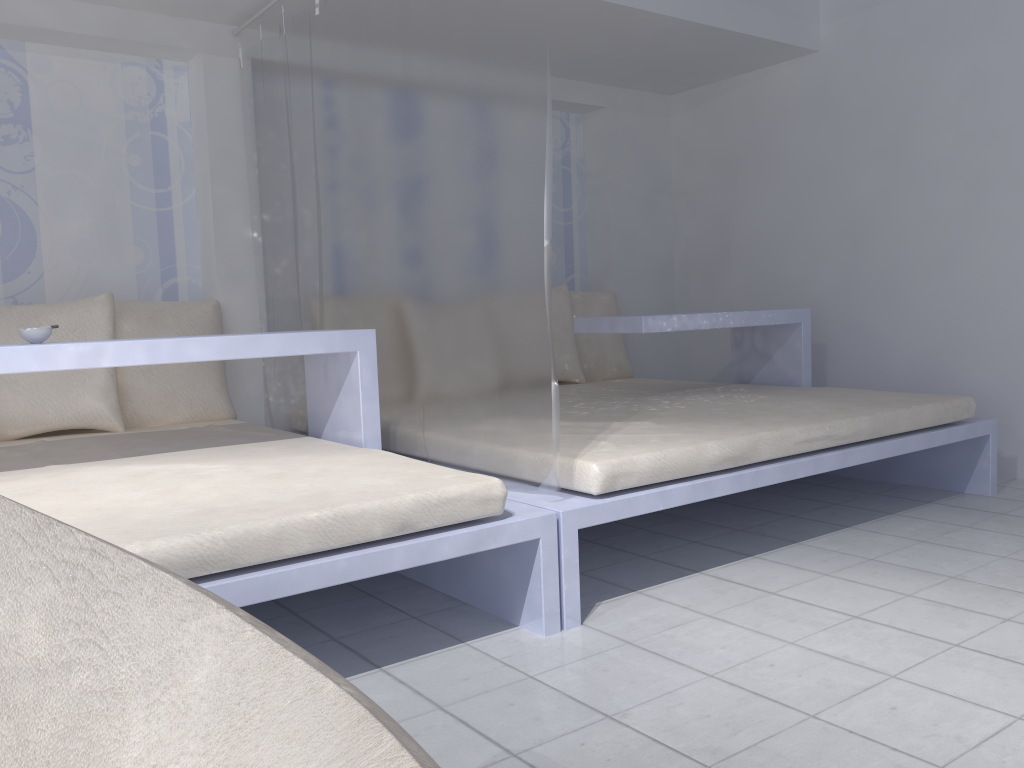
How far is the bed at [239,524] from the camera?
1.7 meters

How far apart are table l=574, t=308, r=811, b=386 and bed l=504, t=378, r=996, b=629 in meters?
0.2 m

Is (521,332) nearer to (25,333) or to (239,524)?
(239,524)

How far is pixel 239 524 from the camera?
1.72m

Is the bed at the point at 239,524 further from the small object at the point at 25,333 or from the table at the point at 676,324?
the table at the point at 676,324

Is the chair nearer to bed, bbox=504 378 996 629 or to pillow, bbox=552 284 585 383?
bed, bbox=504 378 996 629

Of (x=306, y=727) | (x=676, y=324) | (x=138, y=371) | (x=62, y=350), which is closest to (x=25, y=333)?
(x=62, y=350)

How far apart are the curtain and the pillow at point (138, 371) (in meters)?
0.15

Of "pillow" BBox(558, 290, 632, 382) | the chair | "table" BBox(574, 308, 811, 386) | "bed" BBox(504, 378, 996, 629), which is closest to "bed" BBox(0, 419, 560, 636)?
"bed" BBox(504, 378, 996, 629)

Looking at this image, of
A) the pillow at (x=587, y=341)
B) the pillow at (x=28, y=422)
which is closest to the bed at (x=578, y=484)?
the pillow at (x=587, y=341)
